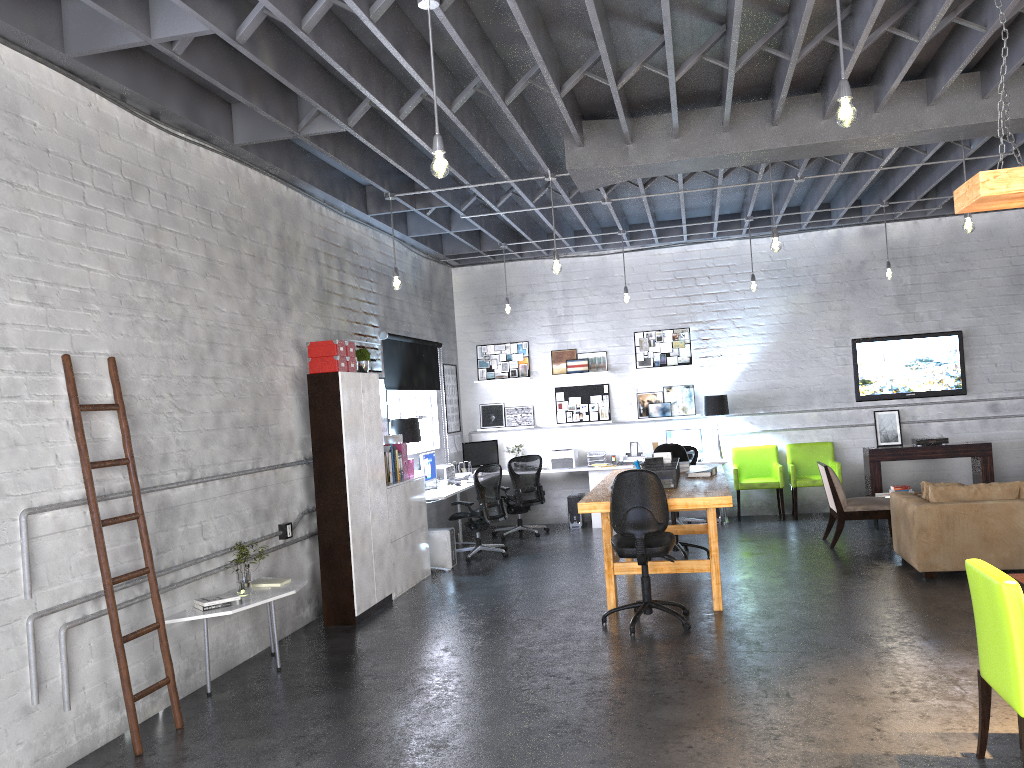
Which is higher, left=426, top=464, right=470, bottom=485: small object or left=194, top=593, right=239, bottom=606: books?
left=426, top=464, right=470, bottom=485: small object

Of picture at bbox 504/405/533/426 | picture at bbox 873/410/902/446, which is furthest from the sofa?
picture at bbox 504/405/533/426

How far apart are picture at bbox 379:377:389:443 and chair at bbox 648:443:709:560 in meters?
2.9

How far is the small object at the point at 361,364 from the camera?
7.9m

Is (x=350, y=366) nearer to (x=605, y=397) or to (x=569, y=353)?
(x=569, y=353)

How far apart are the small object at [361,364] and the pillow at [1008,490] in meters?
5.0

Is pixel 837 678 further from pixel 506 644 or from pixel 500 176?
pixel 500 176

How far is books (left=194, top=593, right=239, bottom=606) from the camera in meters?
5.5 m

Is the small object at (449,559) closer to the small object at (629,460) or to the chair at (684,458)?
the chair at (684,458)

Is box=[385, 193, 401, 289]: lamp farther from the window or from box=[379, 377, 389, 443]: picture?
the window
